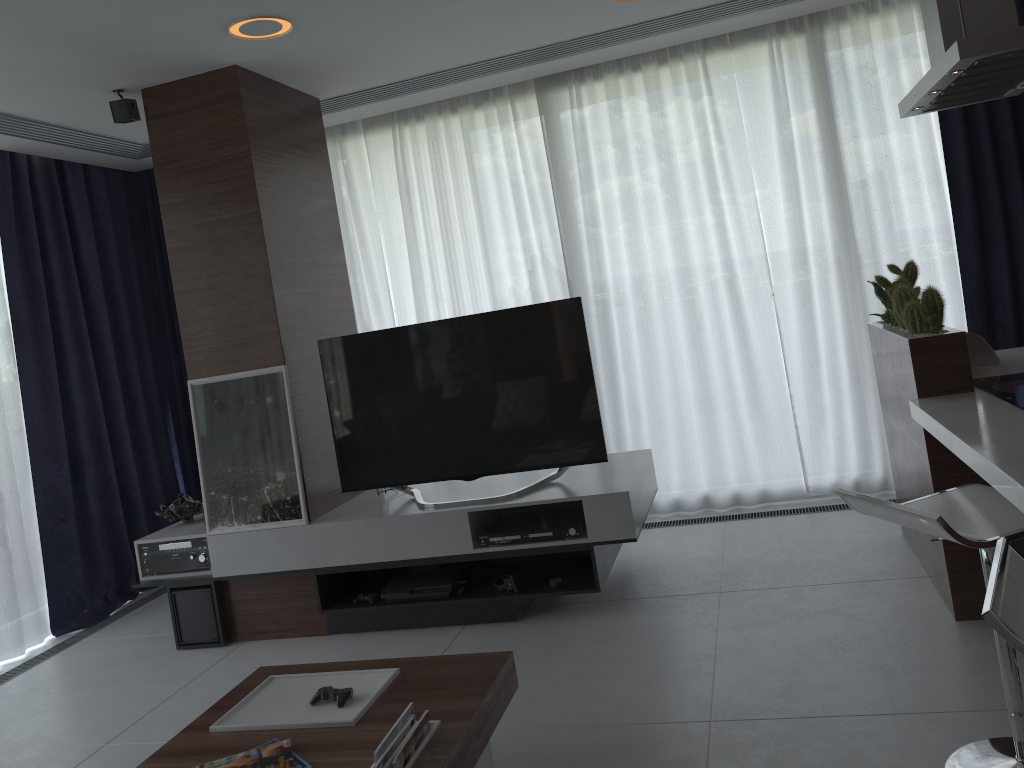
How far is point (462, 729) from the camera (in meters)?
2.11

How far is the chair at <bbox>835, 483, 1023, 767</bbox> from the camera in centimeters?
191cm

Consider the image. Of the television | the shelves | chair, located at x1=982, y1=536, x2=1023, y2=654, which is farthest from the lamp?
chair, located at x1=982, y1=536, x2=1023, y2=654

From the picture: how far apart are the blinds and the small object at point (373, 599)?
1.75m

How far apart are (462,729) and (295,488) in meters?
2.0 m

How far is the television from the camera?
3.7 meters

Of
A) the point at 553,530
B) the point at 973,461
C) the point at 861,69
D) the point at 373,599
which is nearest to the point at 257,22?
the point at 553,530

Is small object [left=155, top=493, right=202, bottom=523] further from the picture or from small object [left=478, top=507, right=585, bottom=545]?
small object [left=478, top=507, right=585, bottom=545]

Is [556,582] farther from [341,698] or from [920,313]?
[920,313]

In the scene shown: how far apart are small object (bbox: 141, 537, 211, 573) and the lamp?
2.22m
